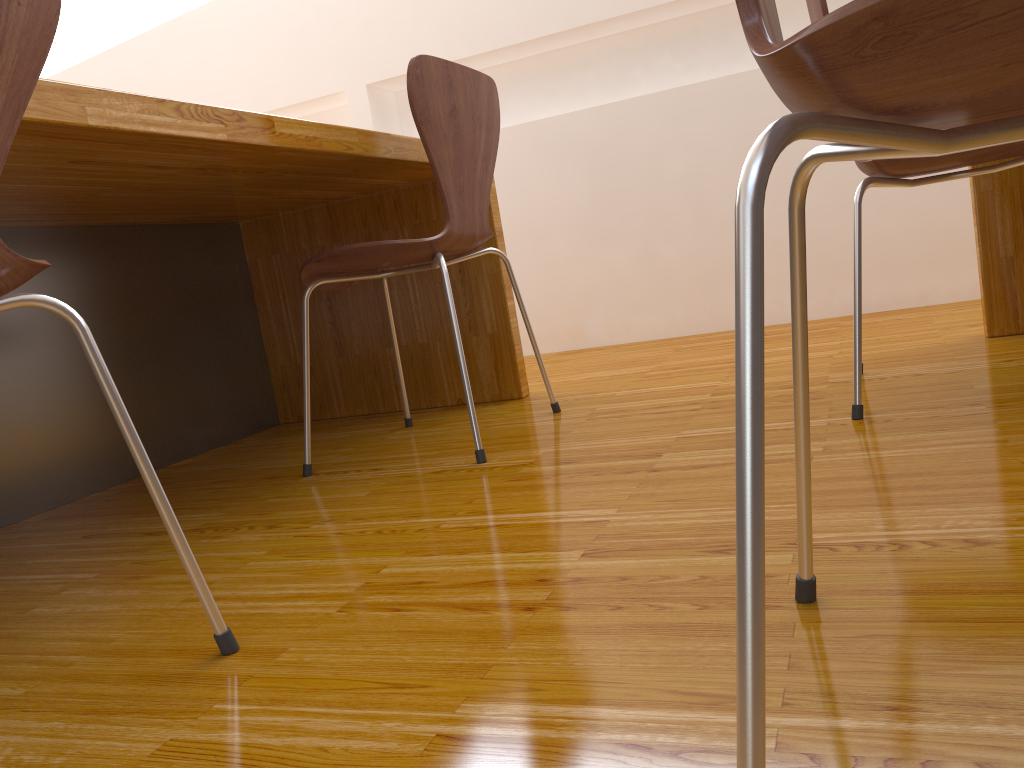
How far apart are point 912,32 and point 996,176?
1.8 meters

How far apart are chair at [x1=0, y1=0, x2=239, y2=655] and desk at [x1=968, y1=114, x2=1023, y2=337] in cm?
171

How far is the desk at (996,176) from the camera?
1.85m

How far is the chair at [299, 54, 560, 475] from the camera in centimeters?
151cm

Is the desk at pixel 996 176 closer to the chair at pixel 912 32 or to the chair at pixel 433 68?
the chair at pixel 433 68

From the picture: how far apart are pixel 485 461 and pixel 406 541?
0.40m

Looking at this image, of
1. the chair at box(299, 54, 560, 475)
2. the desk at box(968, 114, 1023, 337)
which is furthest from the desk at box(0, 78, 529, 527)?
the desk at box(968, 114, 1023, 337)

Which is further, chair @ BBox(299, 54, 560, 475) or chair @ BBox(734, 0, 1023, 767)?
chair @ BBox(299, 54, 560, 475)

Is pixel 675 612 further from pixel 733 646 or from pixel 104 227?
pixel 104 227

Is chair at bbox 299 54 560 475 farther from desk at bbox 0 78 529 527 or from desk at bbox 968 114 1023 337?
Answer: desk at bbox 968 114 1023 337
